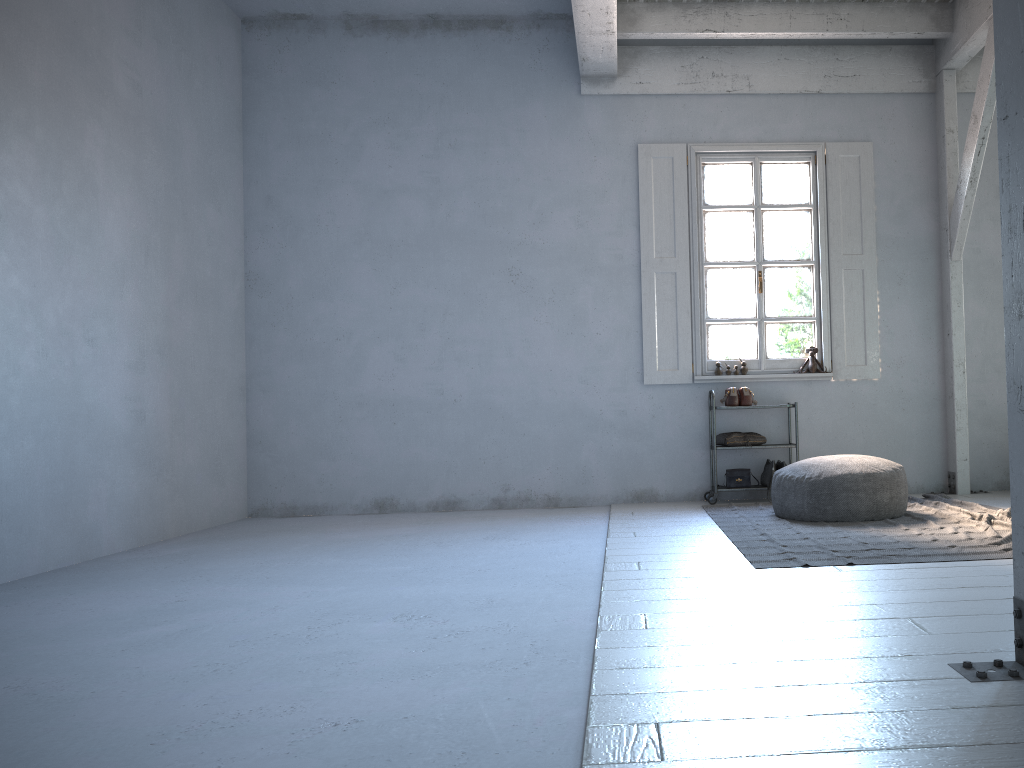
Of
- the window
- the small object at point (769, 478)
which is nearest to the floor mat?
the small object at point (769, 478)

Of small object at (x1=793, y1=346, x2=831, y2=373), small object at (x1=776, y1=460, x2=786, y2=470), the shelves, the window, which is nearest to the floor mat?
the shelves

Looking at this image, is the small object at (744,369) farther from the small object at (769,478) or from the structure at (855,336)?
the small object at (769,478)

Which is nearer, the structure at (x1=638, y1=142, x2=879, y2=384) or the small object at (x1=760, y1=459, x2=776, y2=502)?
the small object at (x1=760, y1=459, x2=776, y2=502)

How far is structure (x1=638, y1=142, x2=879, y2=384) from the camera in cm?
779

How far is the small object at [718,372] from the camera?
7.82m

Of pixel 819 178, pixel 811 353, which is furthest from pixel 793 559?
pixel 819 178

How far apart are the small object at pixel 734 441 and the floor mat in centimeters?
56cm

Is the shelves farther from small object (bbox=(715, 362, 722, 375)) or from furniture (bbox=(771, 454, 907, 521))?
furniture (bbox=(771, 454, 907, 521))

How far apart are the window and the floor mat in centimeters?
121cm
